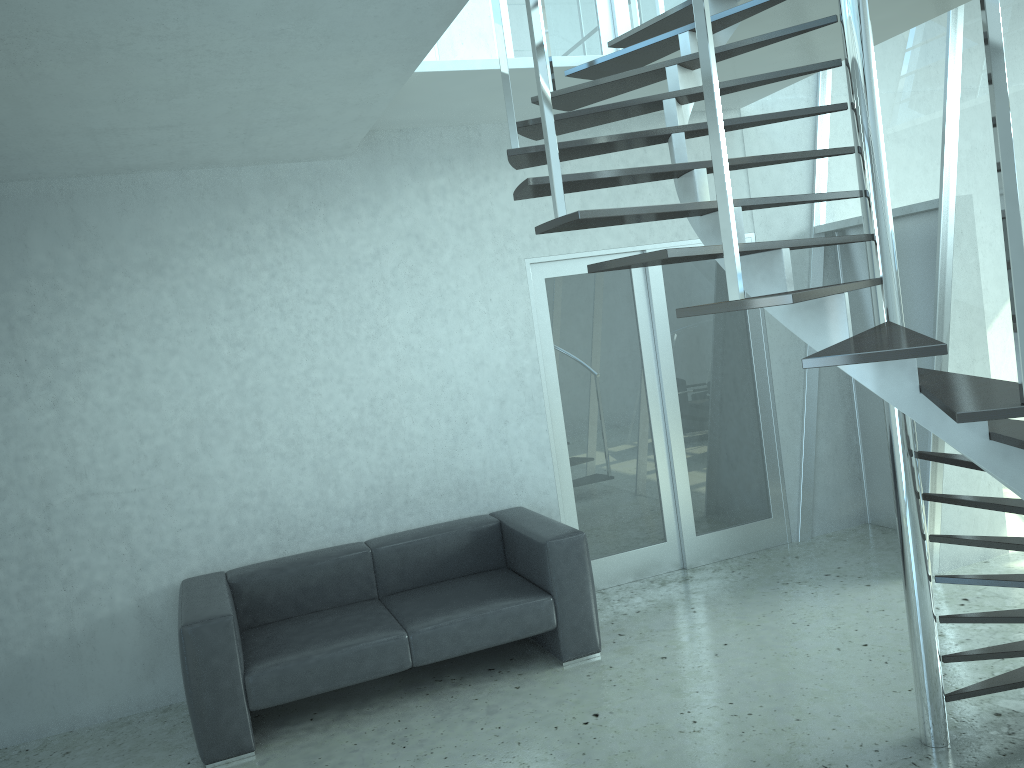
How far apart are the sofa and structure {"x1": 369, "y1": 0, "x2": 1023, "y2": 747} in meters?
1.7 m

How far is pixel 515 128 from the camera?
3.3m

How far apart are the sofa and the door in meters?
0.5

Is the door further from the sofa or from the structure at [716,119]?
the structure at [716,119]

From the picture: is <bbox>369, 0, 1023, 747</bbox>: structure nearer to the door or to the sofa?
the door

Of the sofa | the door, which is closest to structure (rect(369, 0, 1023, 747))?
the door

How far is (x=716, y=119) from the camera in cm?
217

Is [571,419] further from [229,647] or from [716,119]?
[716,119]

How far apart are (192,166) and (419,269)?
1.3 meters

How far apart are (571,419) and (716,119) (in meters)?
3.51
